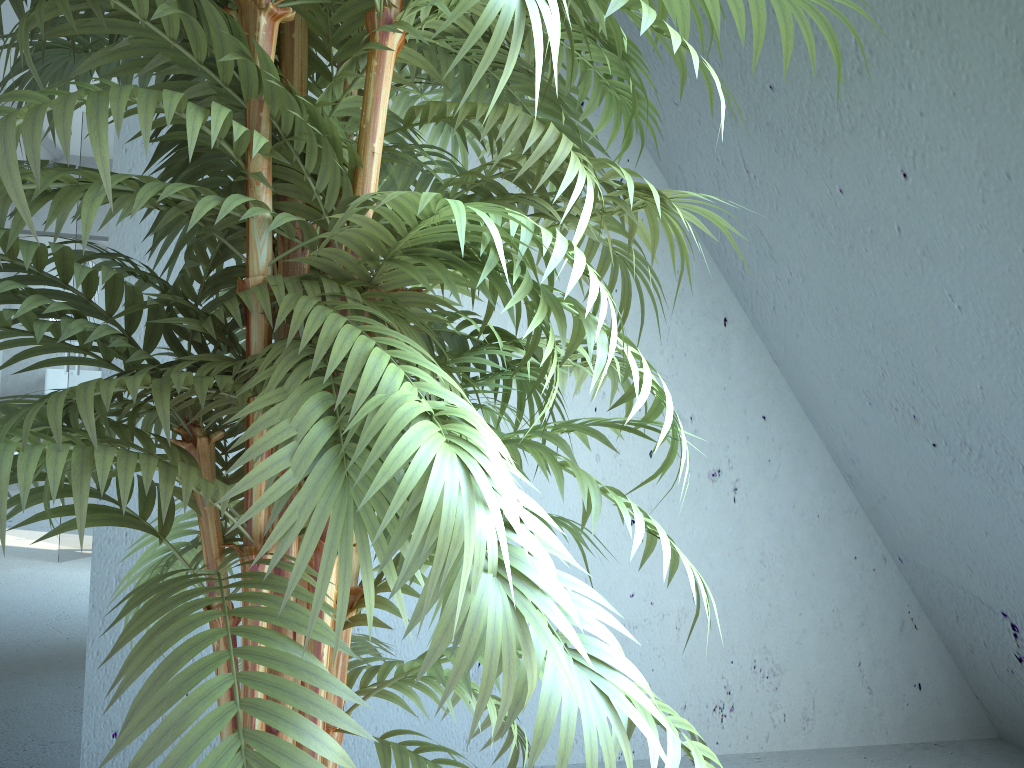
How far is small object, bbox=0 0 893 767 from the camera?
0.6 meters

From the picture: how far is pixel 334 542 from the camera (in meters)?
0.59
